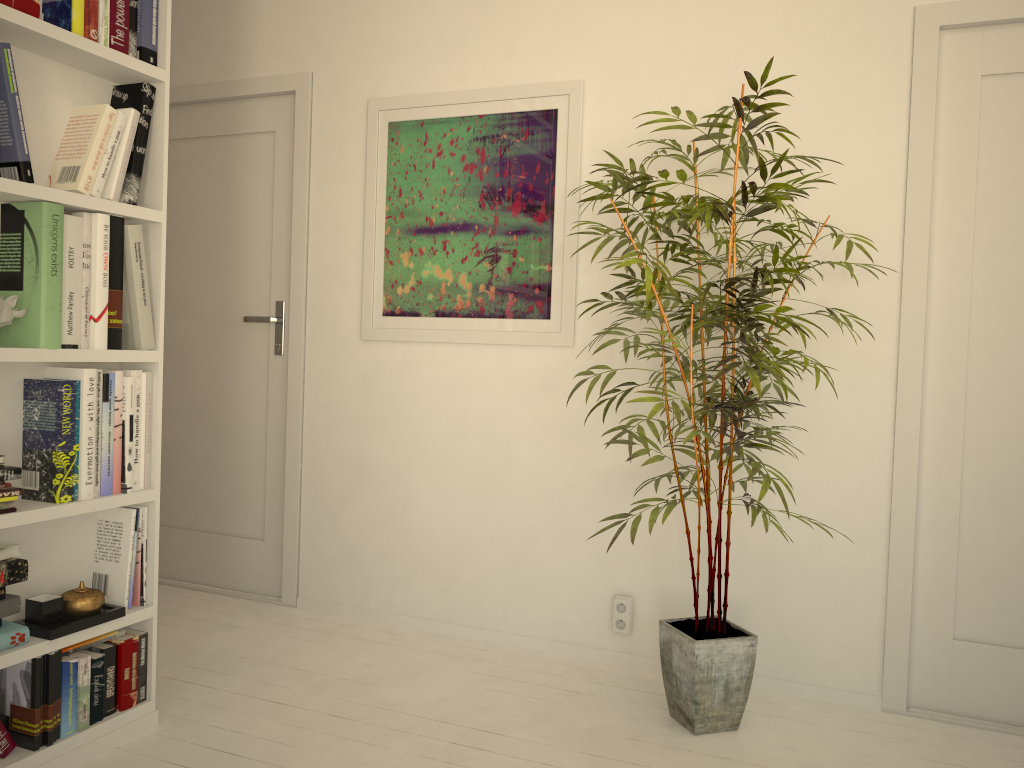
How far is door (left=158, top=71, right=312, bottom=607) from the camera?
3.4m

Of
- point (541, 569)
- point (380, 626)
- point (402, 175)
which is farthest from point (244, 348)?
point (541, 569)

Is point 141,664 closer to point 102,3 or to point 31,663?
point 31,663

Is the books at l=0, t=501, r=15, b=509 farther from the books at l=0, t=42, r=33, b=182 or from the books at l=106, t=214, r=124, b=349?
the books at l=0, t=42, r=33, b=182

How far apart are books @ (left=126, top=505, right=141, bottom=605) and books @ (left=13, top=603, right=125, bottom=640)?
0.1 meters

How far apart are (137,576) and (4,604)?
0.4m

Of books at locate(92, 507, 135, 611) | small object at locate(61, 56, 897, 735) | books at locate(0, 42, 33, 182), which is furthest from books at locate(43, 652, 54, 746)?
books at locate(0, 42, 33, 182)

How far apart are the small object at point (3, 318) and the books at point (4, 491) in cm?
36

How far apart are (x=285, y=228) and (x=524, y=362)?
1.1 meters

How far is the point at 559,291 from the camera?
2.95m
